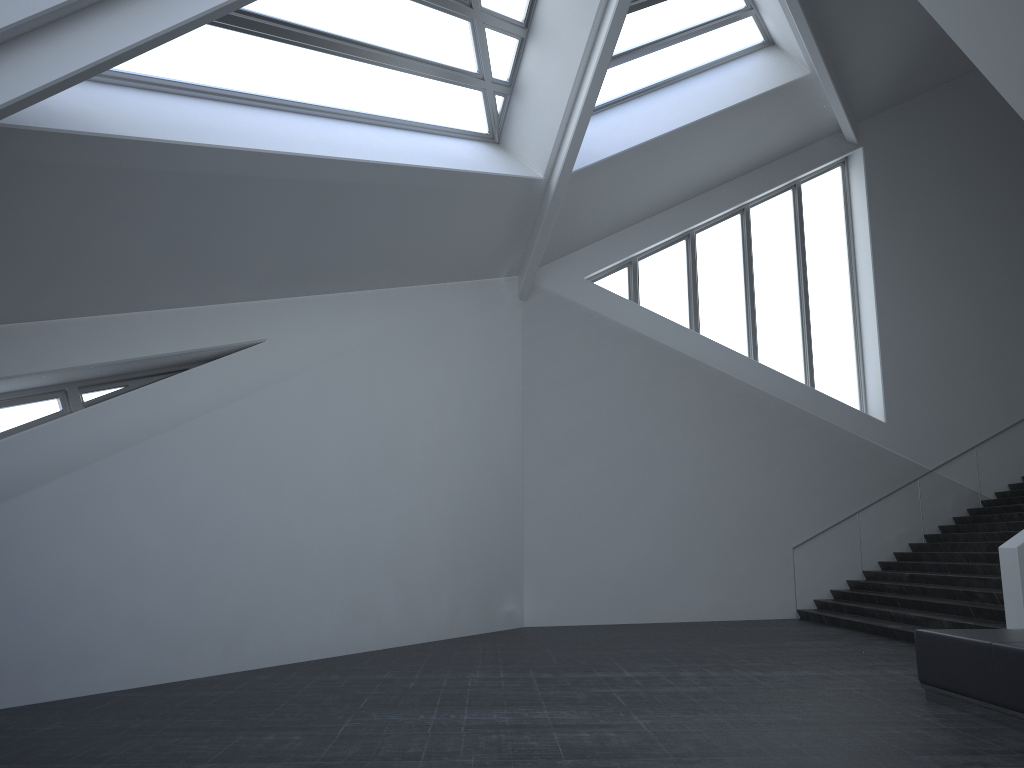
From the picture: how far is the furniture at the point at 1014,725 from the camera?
6.2 meters

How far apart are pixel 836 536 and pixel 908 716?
10.5m

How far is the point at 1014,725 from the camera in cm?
622

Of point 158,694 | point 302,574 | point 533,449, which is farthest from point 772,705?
point 533,449

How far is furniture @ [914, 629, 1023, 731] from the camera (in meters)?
6.22
